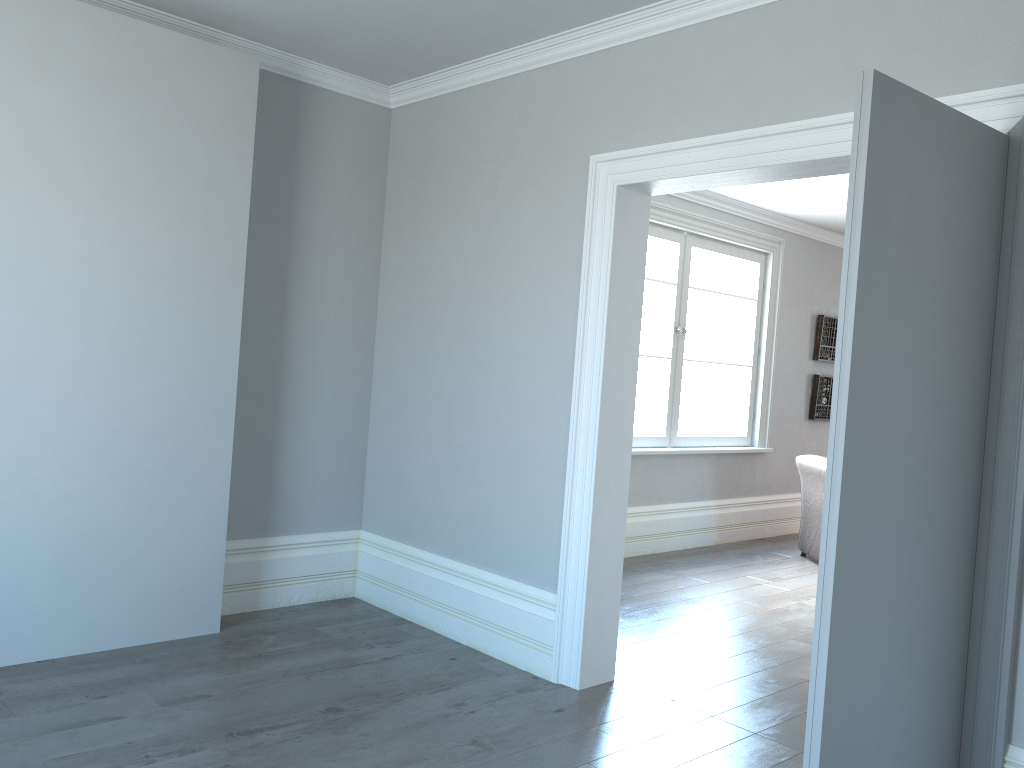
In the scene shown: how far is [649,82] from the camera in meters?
3.5 m

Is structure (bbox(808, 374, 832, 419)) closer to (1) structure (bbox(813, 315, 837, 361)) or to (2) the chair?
(1) structure (bbox(813, 315, 837, 361))

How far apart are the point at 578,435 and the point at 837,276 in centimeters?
553cm

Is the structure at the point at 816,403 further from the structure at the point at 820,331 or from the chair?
the chair

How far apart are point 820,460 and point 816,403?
1.6m

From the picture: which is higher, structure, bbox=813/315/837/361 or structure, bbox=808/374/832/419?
structure, bbox=813/315/837/361

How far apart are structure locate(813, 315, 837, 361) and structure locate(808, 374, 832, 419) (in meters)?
0.18

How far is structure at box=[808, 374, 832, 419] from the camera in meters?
8.1 m

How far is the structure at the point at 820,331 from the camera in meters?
8.0 m

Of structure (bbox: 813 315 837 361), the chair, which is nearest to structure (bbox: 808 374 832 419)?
structure (bbox: 813 315 837 361)
